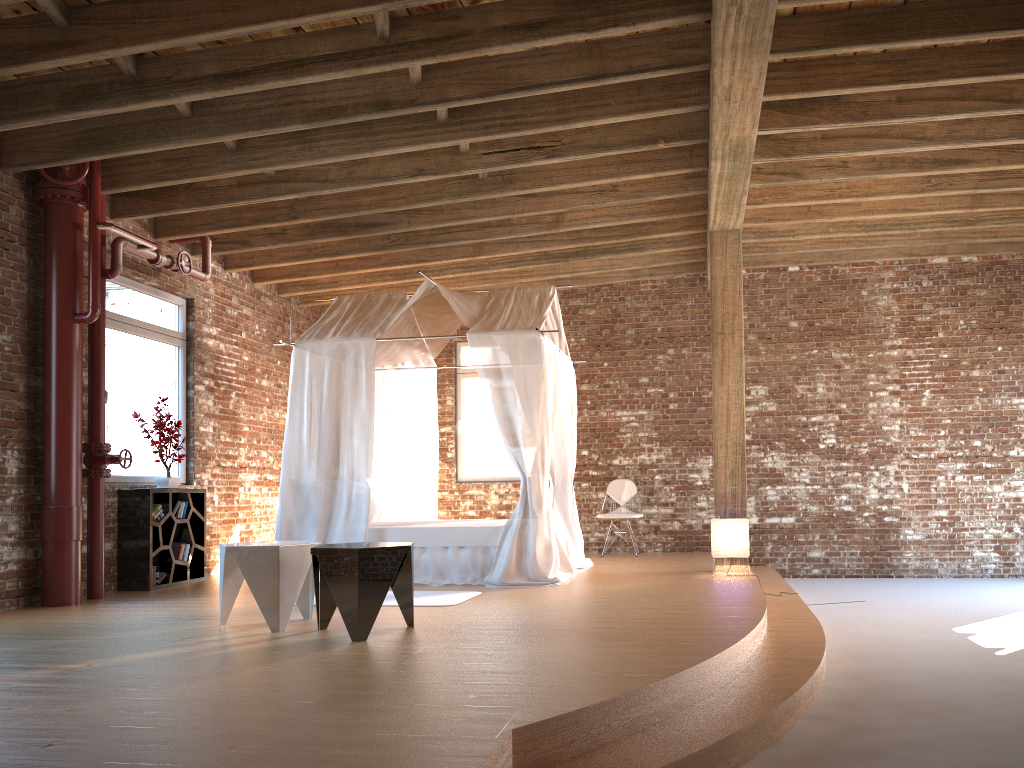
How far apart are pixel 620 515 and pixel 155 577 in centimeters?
493cm

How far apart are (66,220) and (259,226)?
1.7 meters

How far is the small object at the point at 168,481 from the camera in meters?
7.7 m

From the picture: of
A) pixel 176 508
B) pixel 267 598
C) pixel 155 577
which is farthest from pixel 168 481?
pixel 267 598

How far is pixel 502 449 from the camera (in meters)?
11.09

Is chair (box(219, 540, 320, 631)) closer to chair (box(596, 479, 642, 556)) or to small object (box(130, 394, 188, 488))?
small object (box(130, 394, 188, 488))

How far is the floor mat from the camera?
6.09m

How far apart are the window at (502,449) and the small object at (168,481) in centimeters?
400cm

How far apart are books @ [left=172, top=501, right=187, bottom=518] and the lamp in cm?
466

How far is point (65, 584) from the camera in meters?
6.4
